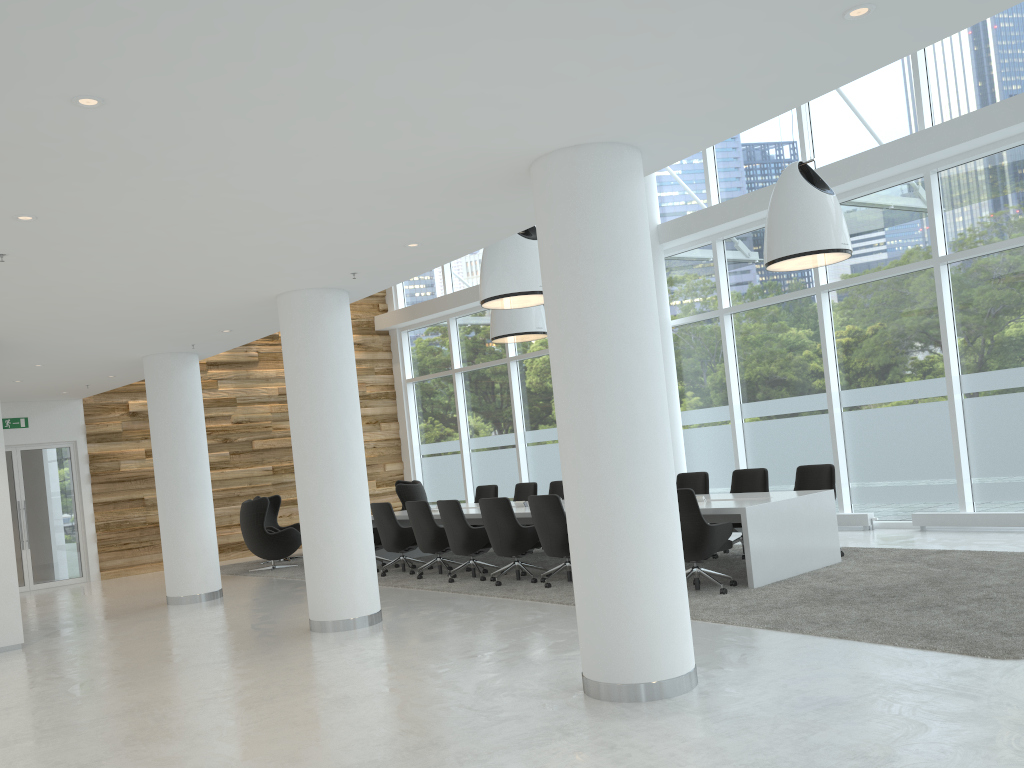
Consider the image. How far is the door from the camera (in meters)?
14.46

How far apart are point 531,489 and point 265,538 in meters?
4.2

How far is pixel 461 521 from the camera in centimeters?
1015cm

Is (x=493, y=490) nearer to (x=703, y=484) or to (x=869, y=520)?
(x=703, y=484)

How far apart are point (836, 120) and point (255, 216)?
8.68m

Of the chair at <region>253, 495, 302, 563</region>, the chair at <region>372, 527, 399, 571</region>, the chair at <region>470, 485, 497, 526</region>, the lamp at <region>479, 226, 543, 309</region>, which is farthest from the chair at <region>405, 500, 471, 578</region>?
the chair at <region>253, 495, 302, 563</region>

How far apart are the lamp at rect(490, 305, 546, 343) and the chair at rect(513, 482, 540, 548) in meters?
2.2 m

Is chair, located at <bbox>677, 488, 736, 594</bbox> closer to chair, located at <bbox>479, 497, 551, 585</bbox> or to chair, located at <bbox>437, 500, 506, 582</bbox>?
chair, located at <bbox>479, 497, 551, 585</bbox>

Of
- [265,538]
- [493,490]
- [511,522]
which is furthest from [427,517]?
[265,538]

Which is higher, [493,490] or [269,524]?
[493,490]
